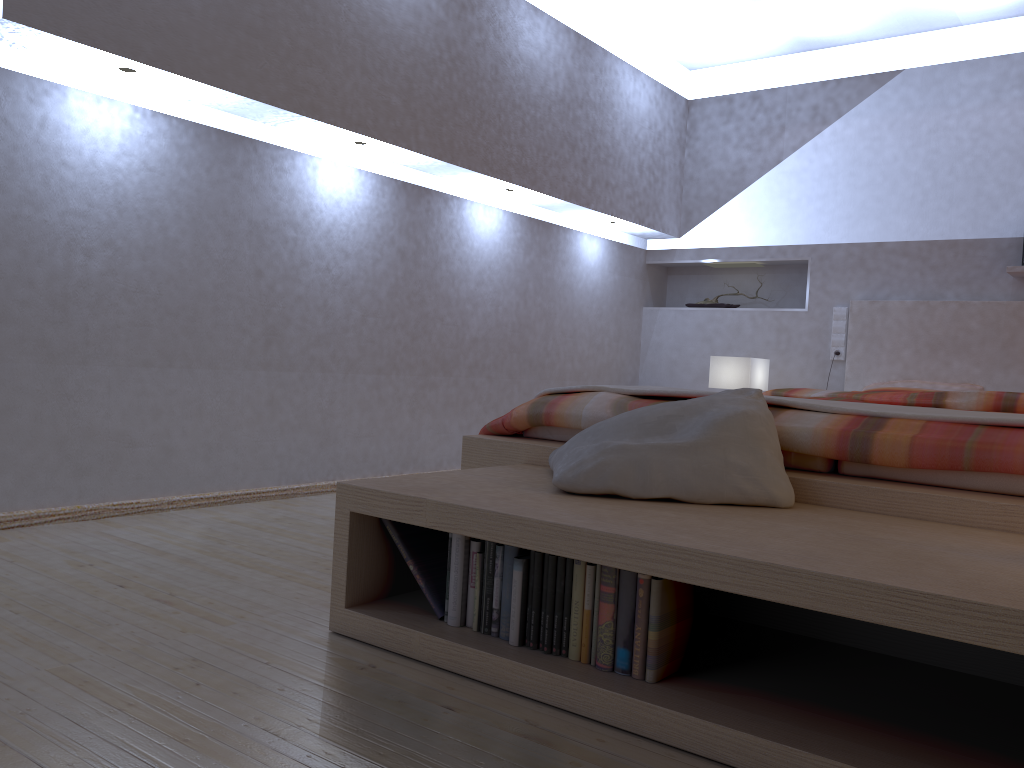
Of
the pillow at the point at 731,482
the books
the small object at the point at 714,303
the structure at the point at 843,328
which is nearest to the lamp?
the structure at the point at 843,328

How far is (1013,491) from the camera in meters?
1.7 m

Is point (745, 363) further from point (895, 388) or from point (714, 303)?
point (714, 303)

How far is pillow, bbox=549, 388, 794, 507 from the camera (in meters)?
1.76

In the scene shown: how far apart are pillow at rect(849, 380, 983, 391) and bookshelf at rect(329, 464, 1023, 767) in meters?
2.8 m

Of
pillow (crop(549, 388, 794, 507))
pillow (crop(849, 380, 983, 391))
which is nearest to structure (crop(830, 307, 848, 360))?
pillow (crop(849, 380, 983, 391))

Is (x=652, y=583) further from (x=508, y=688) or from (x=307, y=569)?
(x=307, y=569)

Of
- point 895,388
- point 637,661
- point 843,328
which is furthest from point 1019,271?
point 637,661

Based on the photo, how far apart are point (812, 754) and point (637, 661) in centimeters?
33cm

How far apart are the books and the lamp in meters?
3.0 m
